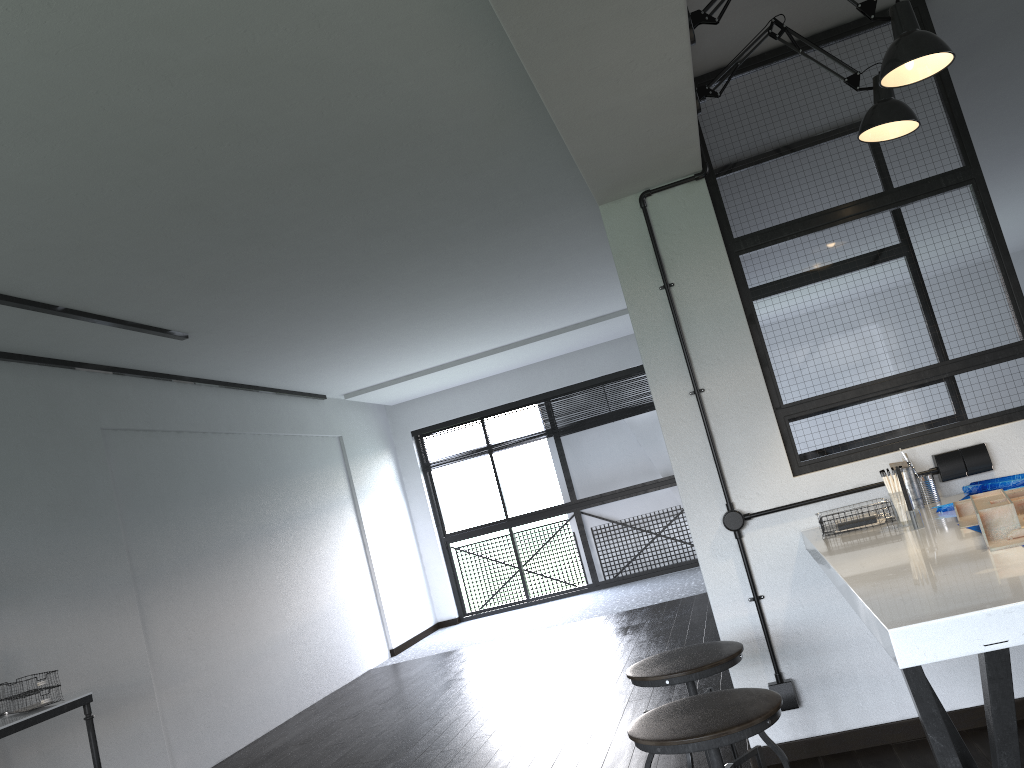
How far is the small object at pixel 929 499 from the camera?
2.7m

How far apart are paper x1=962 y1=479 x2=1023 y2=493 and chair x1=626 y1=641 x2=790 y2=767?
0.9 meters

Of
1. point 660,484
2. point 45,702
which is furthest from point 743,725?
point 660,484

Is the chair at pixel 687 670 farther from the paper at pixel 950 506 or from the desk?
the desk

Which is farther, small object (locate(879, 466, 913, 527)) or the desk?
the desk

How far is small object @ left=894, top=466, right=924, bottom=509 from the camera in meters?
2.6

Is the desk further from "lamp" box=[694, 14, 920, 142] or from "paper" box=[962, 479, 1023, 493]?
"paper" box=[962, 479, 1023, 493]

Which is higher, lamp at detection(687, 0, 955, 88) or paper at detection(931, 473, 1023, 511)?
lamp at detection(687, 0, 955, 88)

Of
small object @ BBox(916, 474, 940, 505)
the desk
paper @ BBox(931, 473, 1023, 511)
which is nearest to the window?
the desk

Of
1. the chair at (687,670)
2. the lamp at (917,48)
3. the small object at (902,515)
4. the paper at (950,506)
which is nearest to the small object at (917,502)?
the paper at (950,506)
